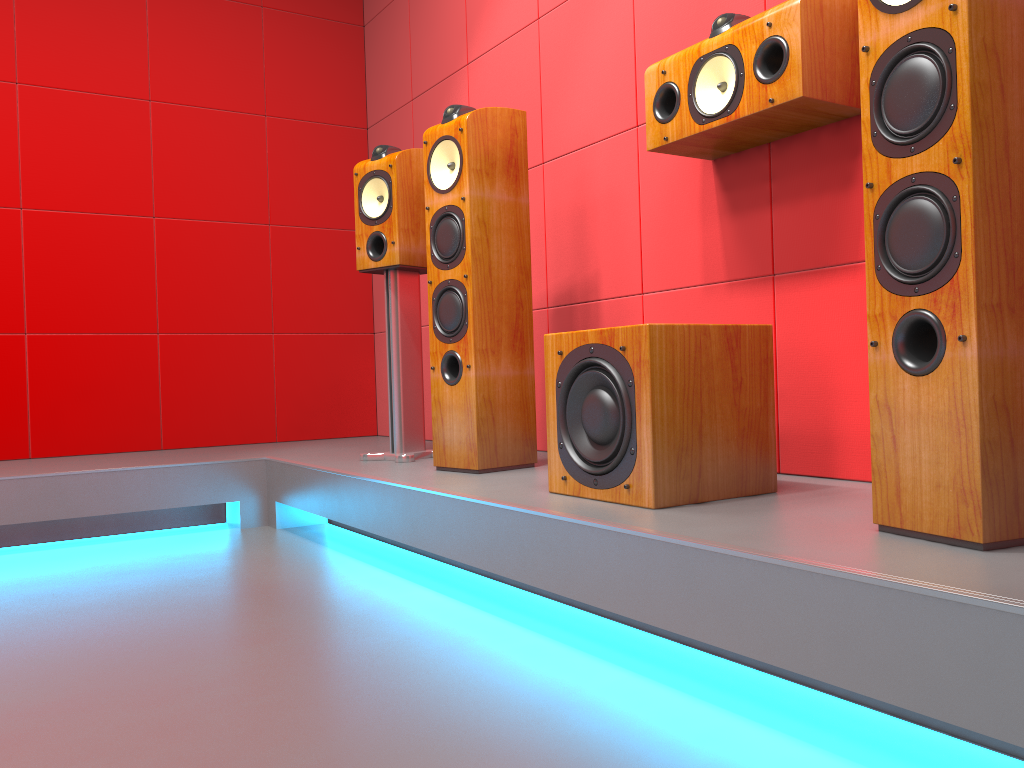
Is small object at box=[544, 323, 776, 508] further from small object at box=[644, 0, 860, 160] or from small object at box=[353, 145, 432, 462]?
small object at box=[353, 145, 432, 462]

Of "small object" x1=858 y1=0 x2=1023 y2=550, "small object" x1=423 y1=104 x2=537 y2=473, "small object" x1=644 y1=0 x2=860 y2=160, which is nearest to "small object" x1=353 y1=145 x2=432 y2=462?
"small object" x1=423 y1=104 x2=537 y2=473

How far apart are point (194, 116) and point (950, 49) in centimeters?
340cm

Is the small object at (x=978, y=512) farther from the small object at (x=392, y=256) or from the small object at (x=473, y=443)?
the small object at (x=392, y=256)

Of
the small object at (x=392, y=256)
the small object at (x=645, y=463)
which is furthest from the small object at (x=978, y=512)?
the small object at (x=392, y=256)

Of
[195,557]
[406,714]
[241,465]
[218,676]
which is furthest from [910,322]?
[241,465]

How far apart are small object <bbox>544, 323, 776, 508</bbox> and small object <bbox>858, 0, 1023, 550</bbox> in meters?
0.4

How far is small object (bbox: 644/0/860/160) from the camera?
1.9m

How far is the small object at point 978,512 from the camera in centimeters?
124cm

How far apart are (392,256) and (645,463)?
1.5m
